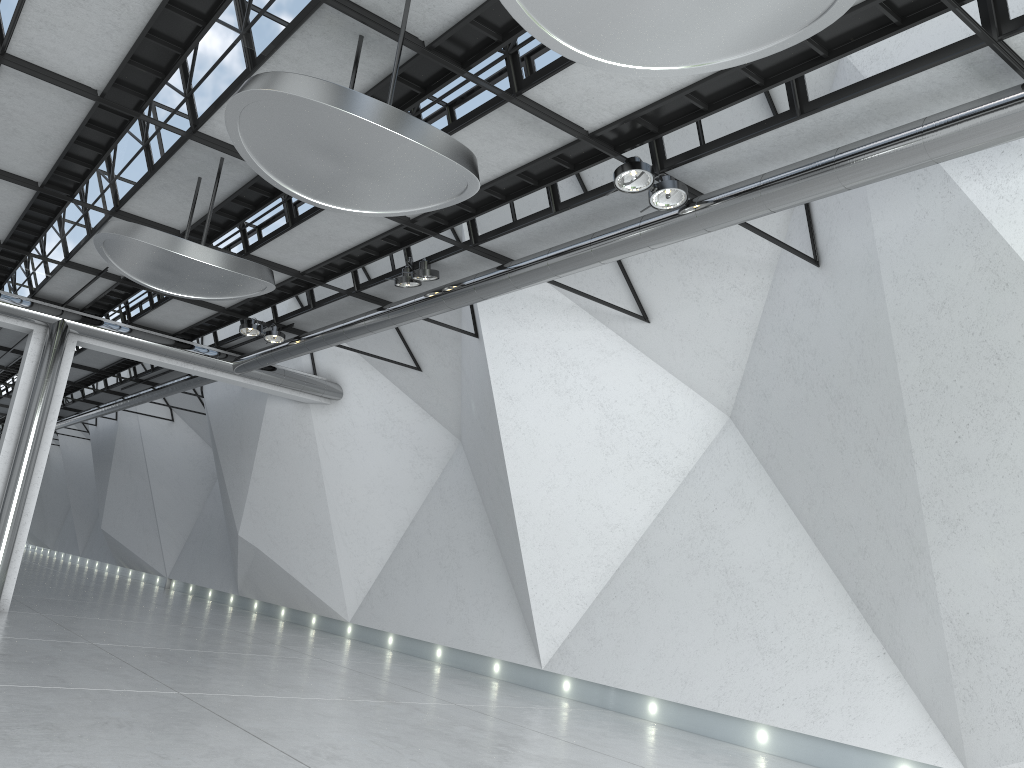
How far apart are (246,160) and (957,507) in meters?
39.7 m
